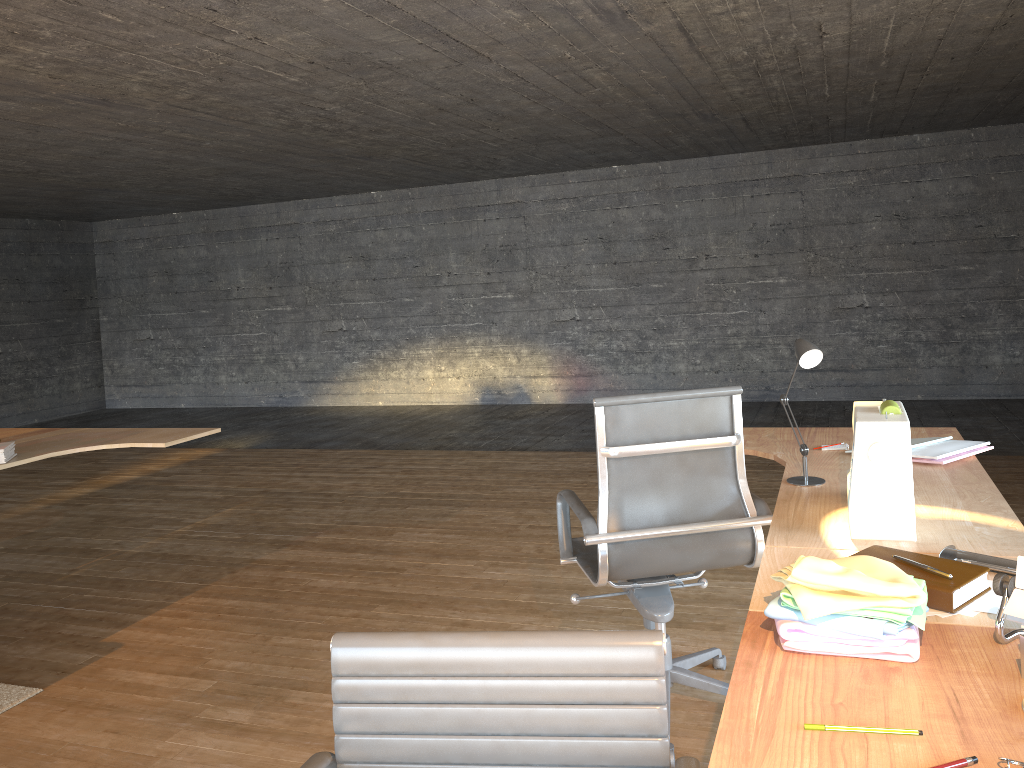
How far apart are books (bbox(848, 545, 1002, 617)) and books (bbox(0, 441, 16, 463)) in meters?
3.4

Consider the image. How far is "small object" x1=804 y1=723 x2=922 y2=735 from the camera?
1.18m

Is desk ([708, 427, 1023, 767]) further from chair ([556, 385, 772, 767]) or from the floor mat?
the floor mat

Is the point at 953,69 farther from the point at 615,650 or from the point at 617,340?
the point at 615,650

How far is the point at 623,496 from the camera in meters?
2.6

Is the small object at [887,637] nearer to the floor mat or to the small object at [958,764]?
the small object at [958,764]

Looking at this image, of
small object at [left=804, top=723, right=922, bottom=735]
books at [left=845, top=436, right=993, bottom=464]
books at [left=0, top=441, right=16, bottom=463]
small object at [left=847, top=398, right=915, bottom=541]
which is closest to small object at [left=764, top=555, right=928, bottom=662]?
small object at [left=804, top=723, right=922, bottom=735]

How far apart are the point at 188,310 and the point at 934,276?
8.96m

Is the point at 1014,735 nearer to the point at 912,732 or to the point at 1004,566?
the point at 912,732

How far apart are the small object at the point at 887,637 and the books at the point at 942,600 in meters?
0.0
